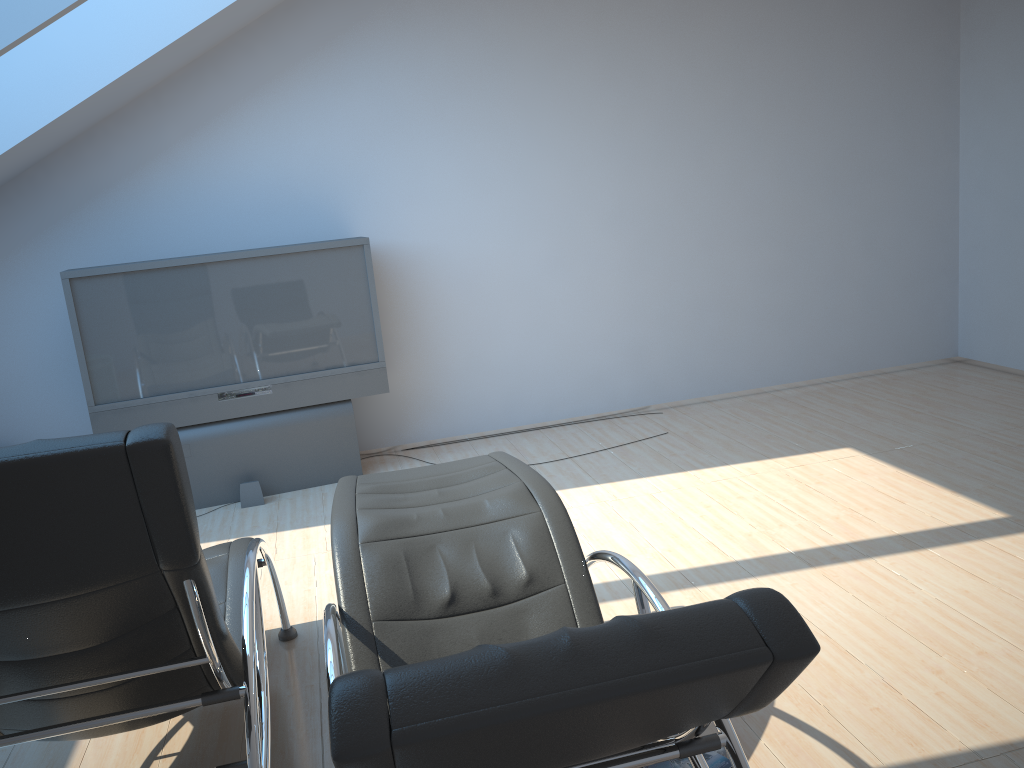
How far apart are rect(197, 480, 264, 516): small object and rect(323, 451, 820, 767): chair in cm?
222

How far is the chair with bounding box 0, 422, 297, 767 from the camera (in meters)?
1.67

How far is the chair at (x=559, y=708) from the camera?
1.3 meters

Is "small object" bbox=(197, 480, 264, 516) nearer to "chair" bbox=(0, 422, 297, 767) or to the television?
the television

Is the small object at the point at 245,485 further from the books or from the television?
the books

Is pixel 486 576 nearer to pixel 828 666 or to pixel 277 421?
pixel 828 666

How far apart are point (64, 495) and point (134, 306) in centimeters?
357cm

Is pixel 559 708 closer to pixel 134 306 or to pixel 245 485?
pixel 245 485

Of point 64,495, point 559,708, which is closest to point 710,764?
point 559,708

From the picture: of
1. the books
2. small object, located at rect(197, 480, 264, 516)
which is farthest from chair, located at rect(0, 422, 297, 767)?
small object, located at rect(197, 480, 264, 516)
